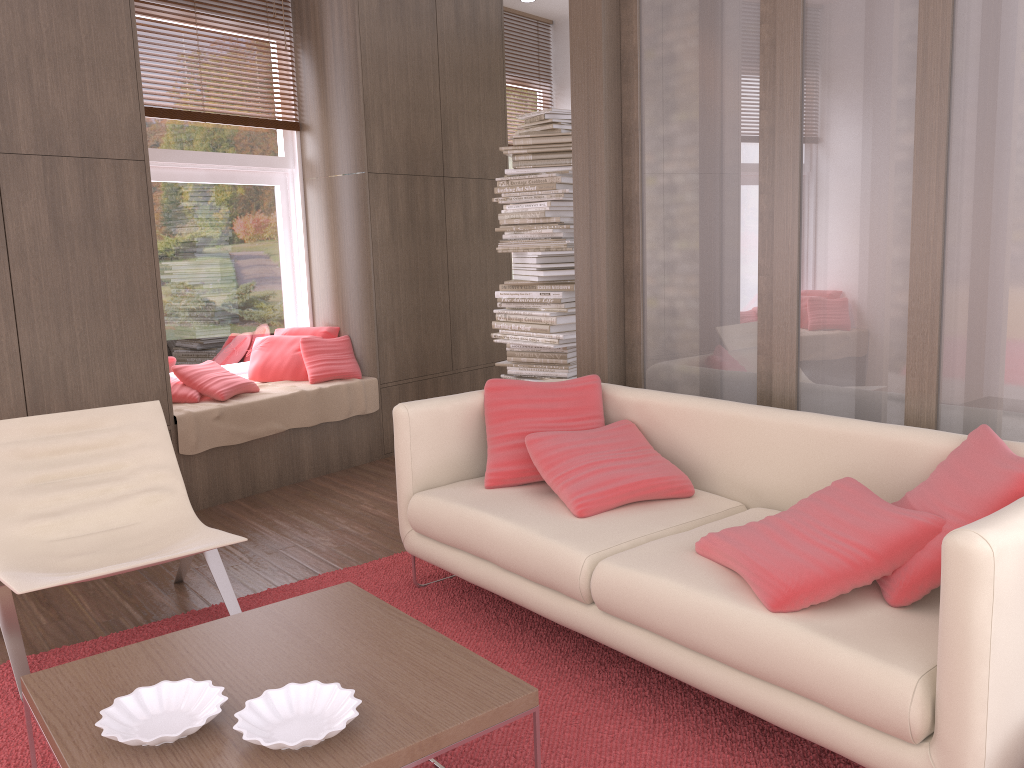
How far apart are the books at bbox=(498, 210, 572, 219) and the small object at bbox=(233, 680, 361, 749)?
3.49m

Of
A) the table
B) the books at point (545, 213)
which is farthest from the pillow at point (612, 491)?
the books at point (545, 213)

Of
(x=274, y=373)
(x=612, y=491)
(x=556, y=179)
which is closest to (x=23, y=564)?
(x=612, y=491)

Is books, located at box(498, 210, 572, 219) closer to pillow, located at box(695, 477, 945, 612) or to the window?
the window

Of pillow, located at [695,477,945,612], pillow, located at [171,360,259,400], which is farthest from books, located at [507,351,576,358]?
pillow, located at [695,477,945,612]

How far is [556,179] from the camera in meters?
4.9 m

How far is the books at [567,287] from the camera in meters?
4.9

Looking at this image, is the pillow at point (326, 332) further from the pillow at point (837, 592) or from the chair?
the pillow at point (837, 592)

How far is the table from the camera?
1.71m

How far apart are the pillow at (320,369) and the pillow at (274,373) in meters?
Answer: 0.0
